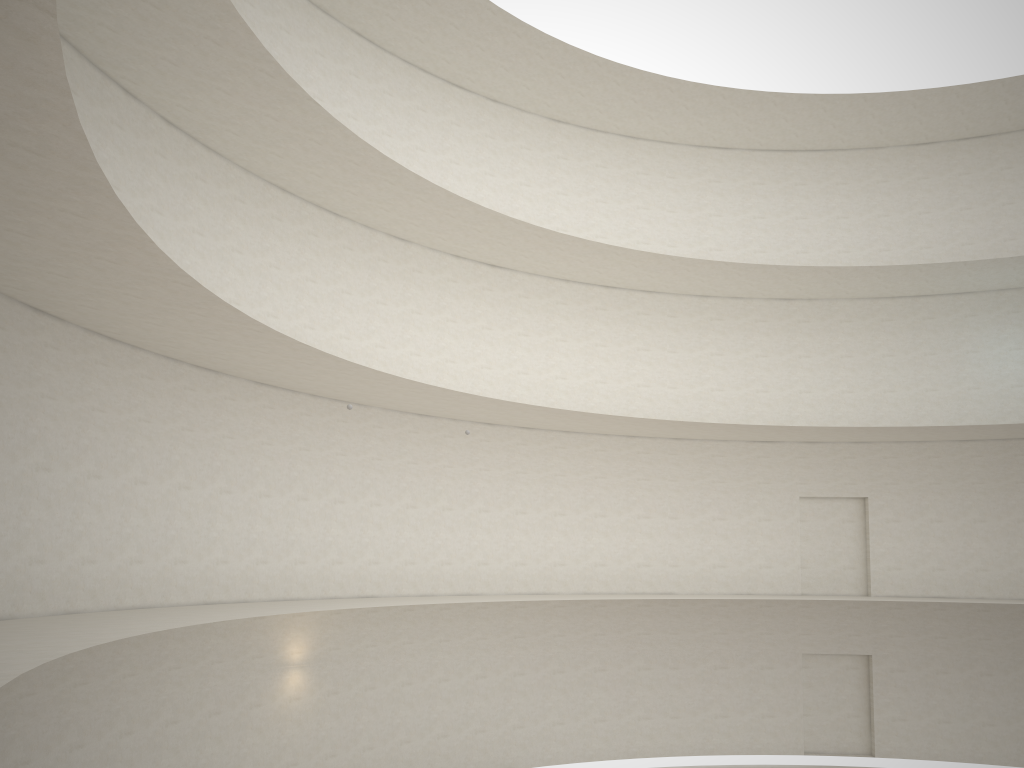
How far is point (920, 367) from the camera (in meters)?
24.24

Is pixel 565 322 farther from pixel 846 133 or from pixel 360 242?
pixel 846 133
